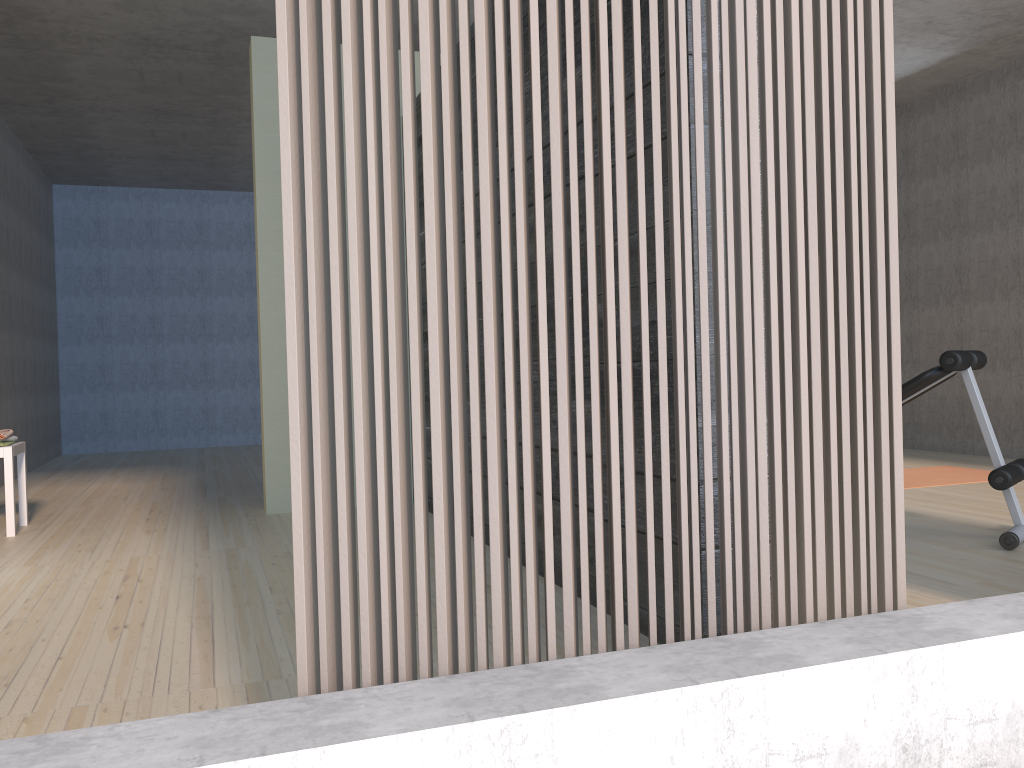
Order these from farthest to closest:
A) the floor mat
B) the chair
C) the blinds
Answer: the floor mat, the chair, the blinds

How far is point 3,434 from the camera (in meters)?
4.29

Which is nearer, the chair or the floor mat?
the chair

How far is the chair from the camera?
4.21m

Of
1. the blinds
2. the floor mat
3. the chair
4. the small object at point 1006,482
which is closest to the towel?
the chair

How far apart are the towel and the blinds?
3.7 meters

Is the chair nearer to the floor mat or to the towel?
the towel

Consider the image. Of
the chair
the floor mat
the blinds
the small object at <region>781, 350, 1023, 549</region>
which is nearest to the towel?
the chair

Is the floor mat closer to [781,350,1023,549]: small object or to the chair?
Answer: [781,350,1023,549]: small object

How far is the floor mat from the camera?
5.20m
